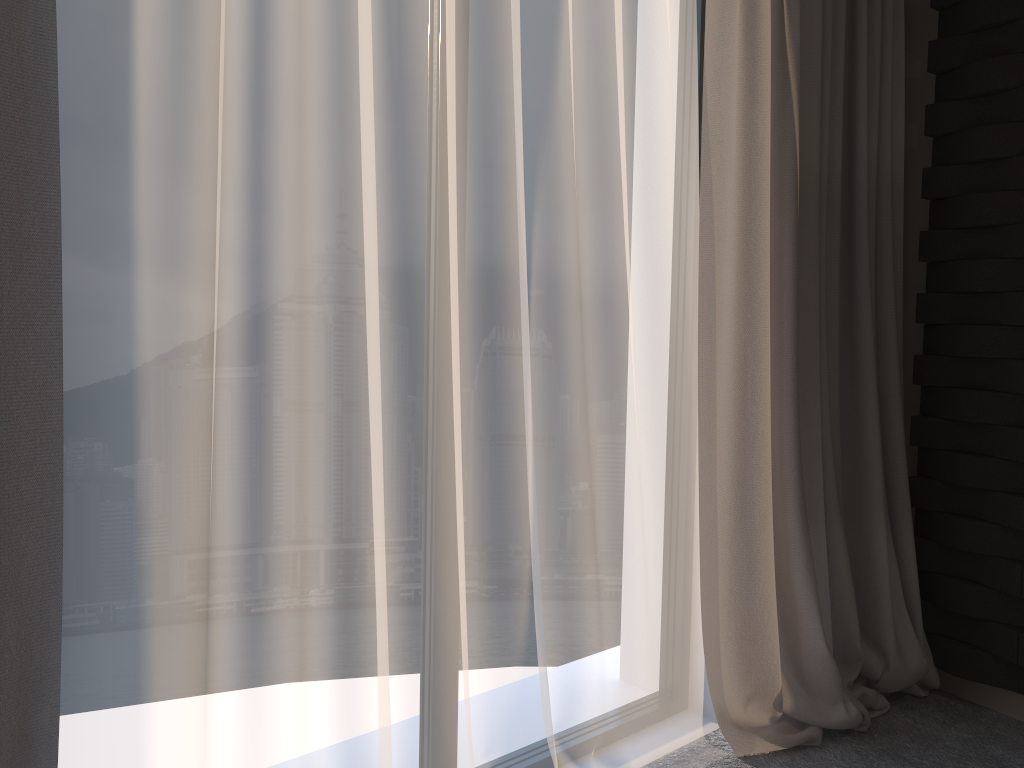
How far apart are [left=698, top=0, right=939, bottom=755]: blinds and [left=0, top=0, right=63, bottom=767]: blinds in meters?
1.5 m

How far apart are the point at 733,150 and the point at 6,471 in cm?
182

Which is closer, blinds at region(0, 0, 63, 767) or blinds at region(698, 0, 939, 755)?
blinds at region(0, 0, 63, 767)

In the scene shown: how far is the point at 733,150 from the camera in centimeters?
229cm

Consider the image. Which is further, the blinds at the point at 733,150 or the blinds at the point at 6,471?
the blinds at the point at 733,150

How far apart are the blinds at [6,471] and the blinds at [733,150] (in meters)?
1.48

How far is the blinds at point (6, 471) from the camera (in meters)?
1.21

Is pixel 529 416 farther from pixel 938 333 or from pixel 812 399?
pixel 938 333

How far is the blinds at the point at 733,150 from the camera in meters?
2.3 m

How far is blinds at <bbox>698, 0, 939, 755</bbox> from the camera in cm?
229
